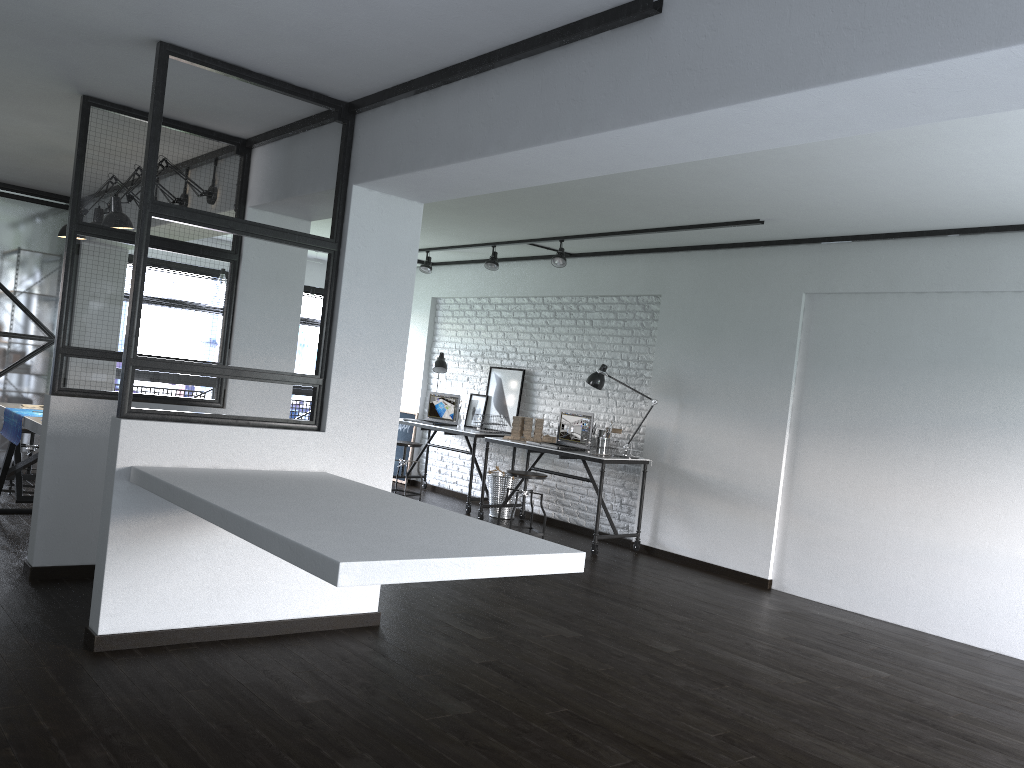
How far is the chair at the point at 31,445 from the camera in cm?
616

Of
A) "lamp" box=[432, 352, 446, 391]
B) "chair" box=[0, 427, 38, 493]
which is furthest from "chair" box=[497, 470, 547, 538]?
"chair" box=[0, 427, 38, 493]

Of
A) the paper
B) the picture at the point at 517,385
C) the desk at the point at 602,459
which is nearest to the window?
the picture at the point at 517,385

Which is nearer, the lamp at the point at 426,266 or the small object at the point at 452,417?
the lamp at the point at 426,266

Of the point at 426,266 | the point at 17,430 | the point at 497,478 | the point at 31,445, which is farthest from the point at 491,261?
the point at 17,430

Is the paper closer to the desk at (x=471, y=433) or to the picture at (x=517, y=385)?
the desk at (x=471, y=433)

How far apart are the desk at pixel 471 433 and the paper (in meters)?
3.72

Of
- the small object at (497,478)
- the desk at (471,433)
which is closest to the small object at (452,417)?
the desk at (471,433)

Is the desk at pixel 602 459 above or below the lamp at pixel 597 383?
below

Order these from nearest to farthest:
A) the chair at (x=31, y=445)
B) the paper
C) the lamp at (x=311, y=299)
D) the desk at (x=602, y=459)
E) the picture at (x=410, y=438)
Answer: the paper → the chair at (x=31, y=445) → the desk at (x=602, y=459) → the lamp at (x=311, y=299) → the picture at (x=410, y=438)
